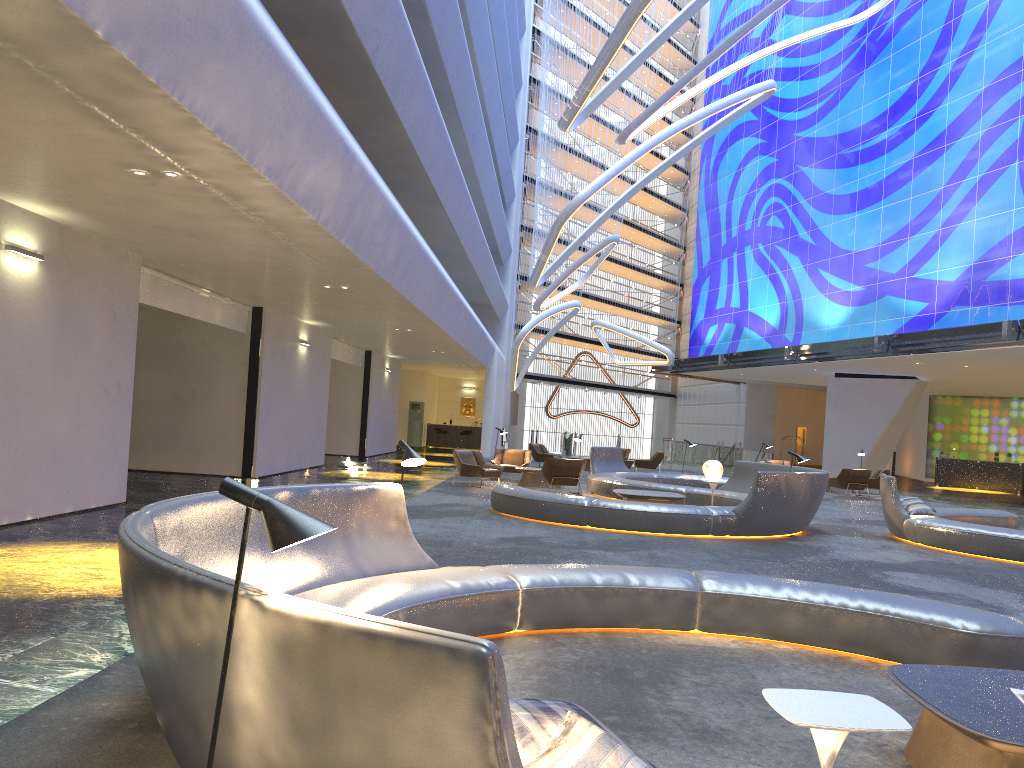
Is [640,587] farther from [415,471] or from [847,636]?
[415,471]

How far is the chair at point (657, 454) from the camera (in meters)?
28.19

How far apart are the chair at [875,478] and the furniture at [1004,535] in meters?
9.4

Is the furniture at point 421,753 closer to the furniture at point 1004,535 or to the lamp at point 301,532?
the lamp at point 301,532

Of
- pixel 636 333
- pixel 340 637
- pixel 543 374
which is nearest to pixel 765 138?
pixel 636 333

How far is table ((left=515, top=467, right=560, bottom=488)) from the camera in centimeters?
1995cm

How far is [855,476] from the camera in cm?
2339

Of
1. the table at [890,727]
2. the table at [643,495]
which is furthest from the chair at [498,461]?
the table at [890,727]

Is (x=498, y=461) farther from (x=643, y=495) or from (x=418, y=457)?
(x=418, y=457)

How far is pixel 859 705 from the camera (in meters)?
2.95
